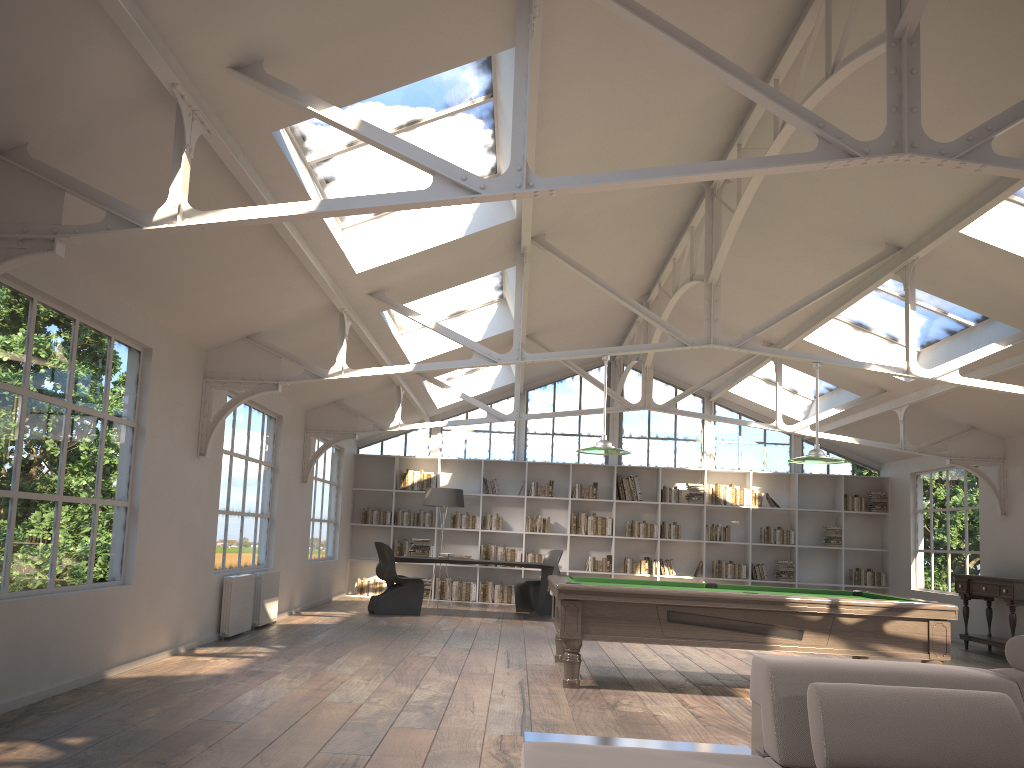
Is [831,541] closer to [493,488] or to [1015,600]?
[1015,600]

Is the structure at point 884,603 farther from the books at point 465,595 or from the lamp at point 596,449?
the books at point 465,595

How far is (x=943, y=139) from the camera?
6.0m

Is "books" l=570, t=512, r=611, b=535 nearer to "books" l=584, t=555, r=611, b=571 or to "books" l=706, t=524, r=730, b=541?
"books" l=584, t=555, r=611, b=571

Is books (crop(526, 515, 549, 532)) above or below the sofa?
above

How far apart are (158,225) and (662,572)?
11.62m

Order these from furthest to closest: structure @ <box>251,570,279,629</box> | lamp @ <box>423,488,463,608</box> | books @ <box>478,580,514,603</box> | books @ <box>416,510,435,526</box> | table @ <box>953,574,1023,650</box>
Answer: books @ <box>416,510,435,526</box> < books @ <box>478,580,514,603</box> < lamp @ <box>423,488,463,608</box> < table @ <box>953,574,1023,650</box> < structure @ <box>251,570,279,629</box>

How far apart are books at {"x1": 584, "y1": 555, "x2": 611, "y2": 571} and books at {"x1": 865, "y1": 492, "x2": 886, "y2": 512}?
4.3m

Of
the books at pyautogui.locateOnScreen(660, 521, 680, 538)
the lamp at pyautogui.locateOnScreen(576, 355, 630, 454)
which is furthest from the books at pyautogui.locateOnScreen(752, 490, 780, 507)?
the lamp at pyautogui.locateOnScreen(576, 355, 630, 454)

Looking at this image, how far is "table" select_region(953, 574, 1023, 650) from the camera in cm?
984
